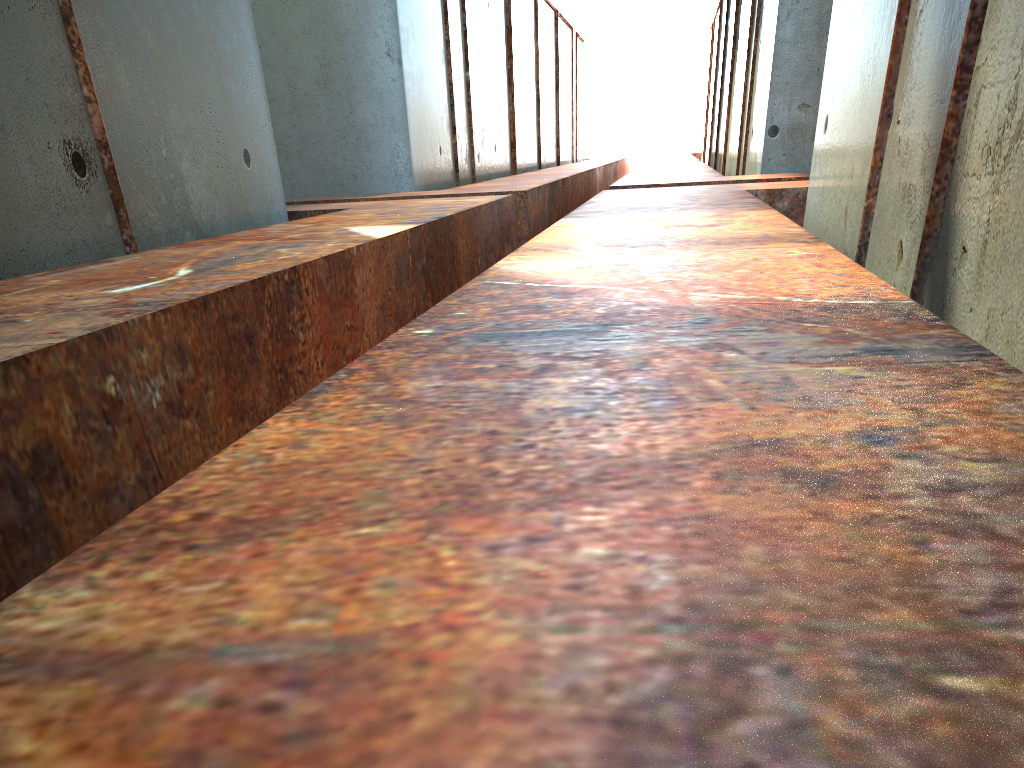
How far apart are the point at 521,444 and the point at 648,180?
10.89m

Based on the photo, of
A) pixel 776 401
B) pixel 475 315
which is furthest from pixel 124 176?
pixel 776 401

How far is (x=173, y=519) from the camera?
1.07m
